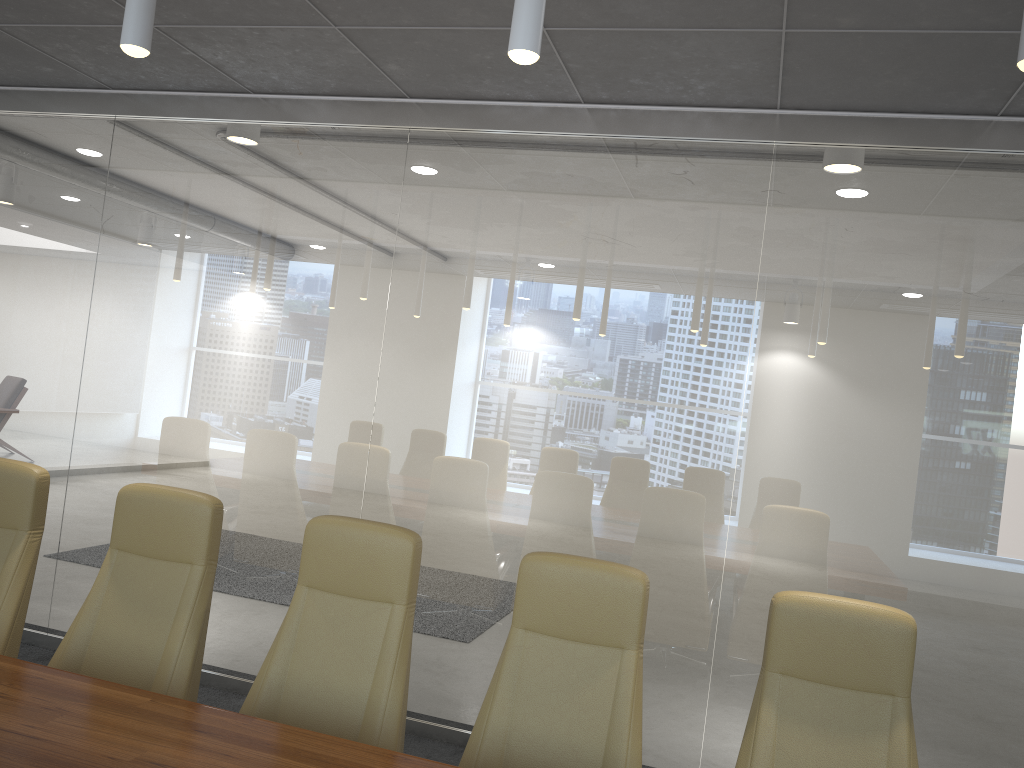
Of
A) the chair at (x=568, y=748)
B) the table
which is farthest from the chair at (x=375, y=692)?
the table

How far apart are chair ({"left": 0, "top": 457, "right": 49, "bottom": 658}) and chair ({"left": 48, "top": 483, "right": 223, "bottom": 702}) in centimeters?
24cm

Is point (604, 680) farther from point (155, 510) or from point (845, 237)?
point (845, 237)

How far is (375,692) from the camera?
2.9 meters

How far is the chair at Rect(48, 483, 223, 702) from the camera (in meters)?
3.15

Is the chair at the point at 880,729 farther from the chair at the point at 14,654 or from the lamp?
the chair at the point at 14,654

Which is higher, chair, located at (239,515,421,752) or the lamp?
the lamp

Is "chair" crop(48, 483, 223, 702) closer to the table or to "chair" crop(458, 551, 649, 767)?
the table

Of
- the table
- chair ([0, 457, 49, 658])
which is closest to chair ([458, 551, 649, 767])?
the table

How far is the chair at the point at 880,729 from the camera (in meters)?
2.65
